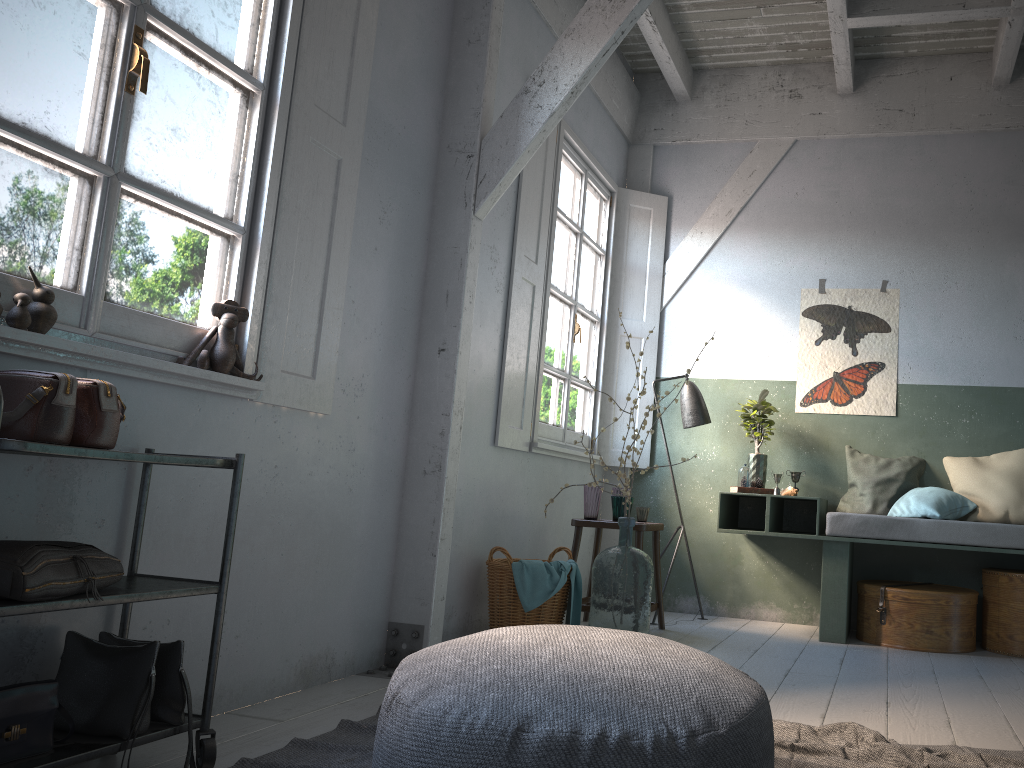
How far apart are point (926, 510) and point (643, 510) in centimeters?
174cm

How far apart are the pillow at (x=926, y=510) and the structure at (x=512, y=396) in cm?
181

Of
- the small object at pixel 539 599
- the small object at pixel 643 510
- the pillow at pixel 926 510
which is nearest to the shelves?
the small object at pixel 539 599

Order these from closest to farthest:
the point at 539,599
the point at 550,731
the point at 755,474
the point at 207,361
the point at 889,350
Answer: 1. the point at 550,731
2. the point at 207,361
3. the point at 539,599
4. the point at 755,474
5. the point at 889,350

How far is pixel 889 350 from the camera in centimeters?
626cm

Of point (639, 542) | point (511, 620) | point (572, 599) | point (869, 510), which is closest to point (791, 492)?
point (869, 510)

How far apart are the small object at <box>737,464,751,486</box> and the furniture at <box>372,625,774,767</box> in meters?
3.6 m

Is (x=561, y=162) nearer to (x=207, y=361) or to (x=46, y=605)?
(x=207, y=361)

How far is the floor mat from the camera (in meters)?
2.68

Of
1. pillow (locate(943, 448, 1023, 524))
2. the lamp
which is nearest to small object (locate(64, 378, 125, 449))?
the lamp
